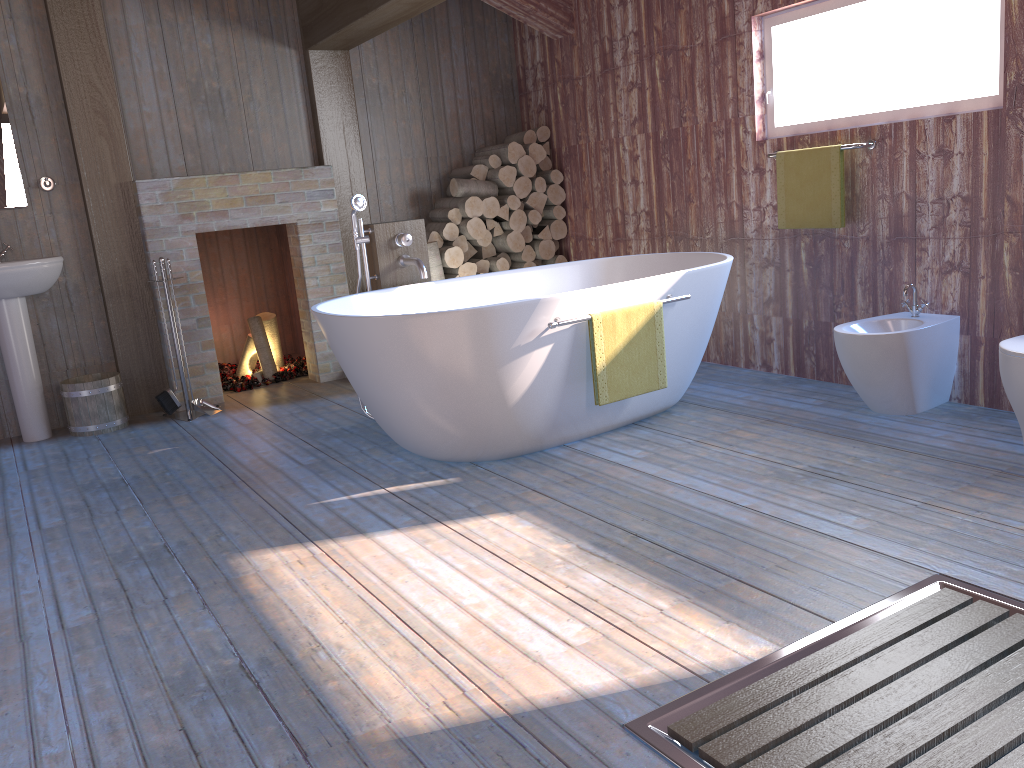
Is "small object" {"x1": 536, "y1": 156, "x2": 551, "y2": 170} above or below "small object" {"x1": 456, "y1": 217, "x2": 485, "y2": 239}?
above

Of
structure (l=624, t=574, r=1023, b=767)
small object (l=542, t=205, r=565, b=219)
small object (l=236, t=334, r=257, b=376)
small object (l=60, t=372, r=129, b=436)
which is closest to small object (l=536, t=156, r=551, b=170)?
small object (l=542, t=205, r=565, b=219)

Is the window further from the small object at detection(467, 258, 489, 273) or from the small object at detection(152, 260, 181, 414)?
the small object at detection(152, 260, 181, 414)

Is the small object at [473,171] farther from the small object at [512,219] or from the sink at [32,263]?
the sink at [32,263]

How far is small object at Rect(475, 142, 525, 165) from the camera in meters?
5.7

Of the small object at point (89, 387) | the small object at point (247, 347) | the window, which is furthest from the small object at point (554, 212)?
the small object at point (89, 387)

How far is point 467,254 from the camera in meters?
5.8 m

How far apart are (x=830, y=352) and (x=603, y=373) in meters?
1.4

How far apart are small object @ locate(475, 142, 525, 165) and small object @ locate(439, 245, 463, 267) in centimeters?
68cm

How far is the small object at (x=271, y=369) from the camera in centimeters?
566cm
